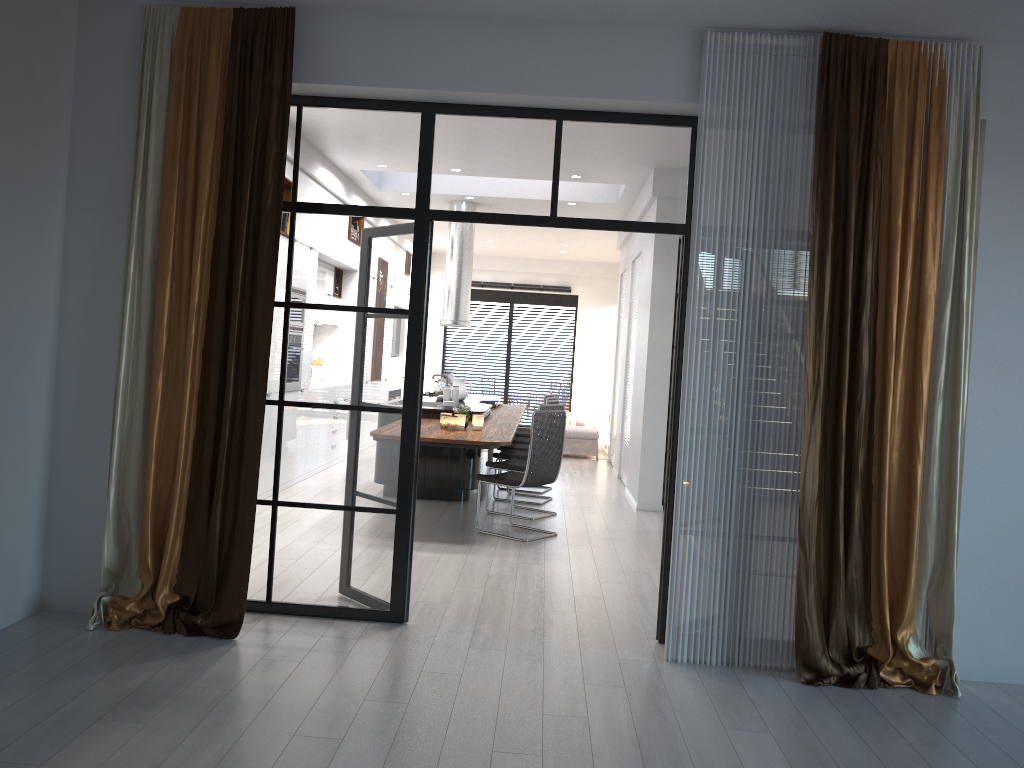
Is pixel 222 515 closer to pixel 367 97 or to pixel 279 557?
pixel 279 557

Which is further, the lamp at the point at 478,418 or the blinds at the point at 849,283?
the lamp at the point at 478,418

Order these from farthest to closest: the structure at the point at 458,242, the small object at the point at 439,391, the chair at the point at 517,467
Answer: the structure at the point at 458,242 < the small object at the point at 439,391 < the chair at the point at 517,467

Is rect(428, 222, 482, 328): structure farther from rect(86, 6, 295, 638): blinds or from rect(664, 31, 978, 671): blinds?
rect(664, 31, 978, 671): blinds

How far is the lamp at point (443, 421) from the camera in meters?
7.2 m

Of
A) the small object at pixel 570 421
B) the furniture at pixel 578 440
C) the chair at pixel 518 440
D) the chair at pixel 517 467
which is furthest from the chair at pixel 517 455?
the small object at pixel 570 421

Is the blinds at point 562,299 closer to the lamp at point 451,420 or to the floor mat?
the floor mat

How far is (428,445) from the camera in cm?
649

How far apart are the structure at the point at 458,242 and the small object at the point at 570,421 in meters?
4.5 m

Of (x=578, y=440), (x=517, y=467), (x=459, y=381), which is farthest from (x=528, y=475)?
(x=578, y=440)
